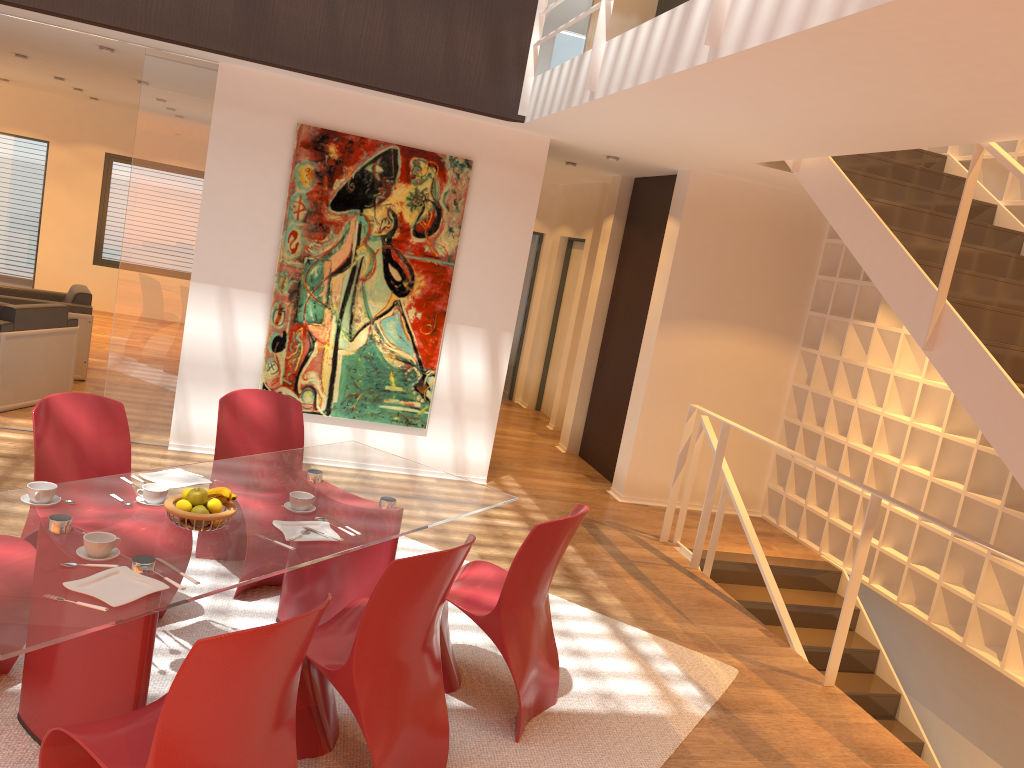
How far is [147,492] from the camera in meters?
3.1

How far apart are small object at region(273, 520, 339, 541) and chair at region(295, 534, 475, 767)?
0.30m

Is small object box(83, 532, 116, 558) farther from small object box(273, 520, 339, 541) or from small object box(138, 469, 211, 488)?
small object box(138, 469, 211, 488)

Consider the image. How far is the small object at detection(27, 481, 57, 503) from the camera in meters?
2.9

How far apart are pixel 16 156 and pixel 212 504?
10.6 meters

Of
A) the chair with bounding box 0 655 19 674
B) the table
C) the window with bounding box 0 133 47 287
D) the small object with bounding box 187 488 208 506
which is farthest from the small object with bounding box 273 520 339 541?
the window with bounding box 0 133 47 287

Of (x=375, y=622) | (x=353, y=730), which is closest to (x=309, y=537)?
(x=375, y=622)

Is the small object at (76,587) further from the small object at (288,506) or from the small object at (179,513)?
the small object at (288,506)

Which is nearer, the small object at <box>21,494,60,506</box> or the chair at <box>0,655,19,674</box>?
the small object at <box>21,494,60,506</box>

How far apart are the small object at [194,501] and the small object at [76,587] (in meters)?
0.44
